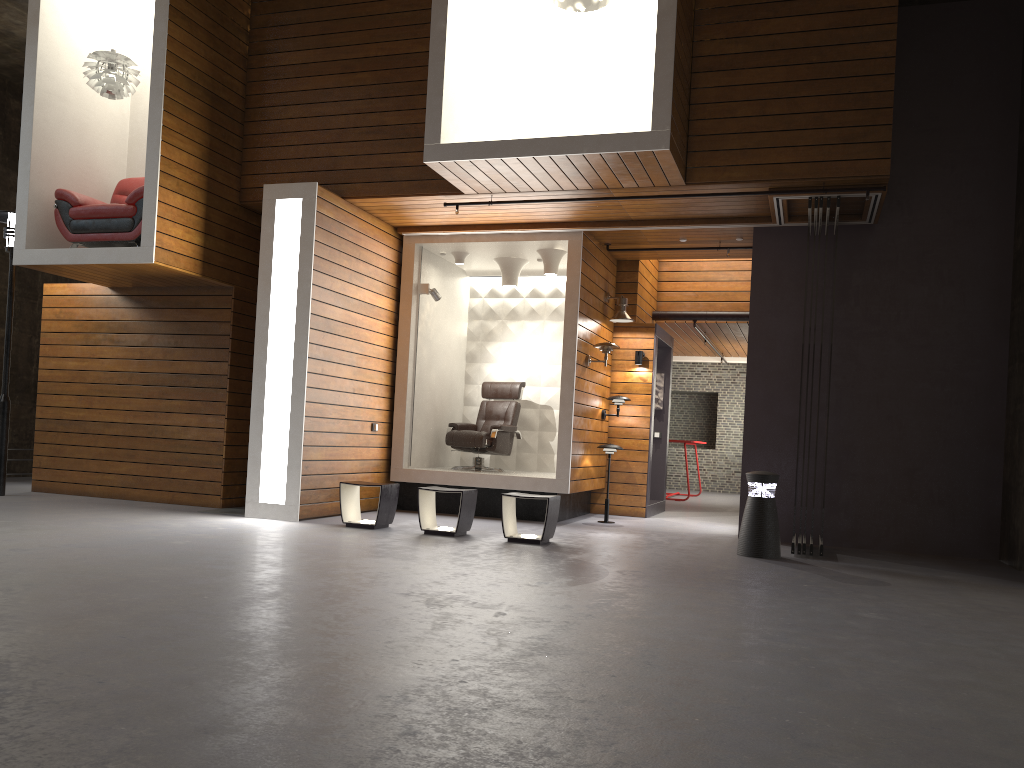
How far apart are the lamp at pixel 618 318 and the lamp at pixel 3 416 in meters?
6.4

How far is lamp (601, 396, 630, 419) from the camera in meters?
10.1 m

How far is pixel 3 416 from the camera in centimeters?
892cm

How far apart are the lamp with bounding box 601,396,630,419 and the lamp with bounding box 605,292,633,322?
0.91m

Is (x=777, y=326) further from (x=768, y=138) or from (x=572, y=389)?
(x=572, y=389)

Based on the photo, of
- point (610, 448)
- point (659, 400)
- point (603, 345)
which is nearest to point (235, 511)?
point (610, 448)

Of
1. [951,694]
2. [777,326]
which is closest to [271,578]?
[951,694]

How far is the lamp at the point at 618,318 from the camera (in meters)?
10.04

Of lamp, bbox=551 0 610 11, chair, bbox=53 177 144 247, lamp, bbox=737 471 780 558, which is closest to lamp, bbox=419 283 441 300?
chair, bbox=53 177 144 247

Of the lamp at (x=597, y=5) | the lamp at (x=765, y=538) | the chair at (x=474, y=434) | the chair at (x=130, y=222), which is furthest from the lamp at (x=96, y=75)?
the lamp at (x=765, y=538)
